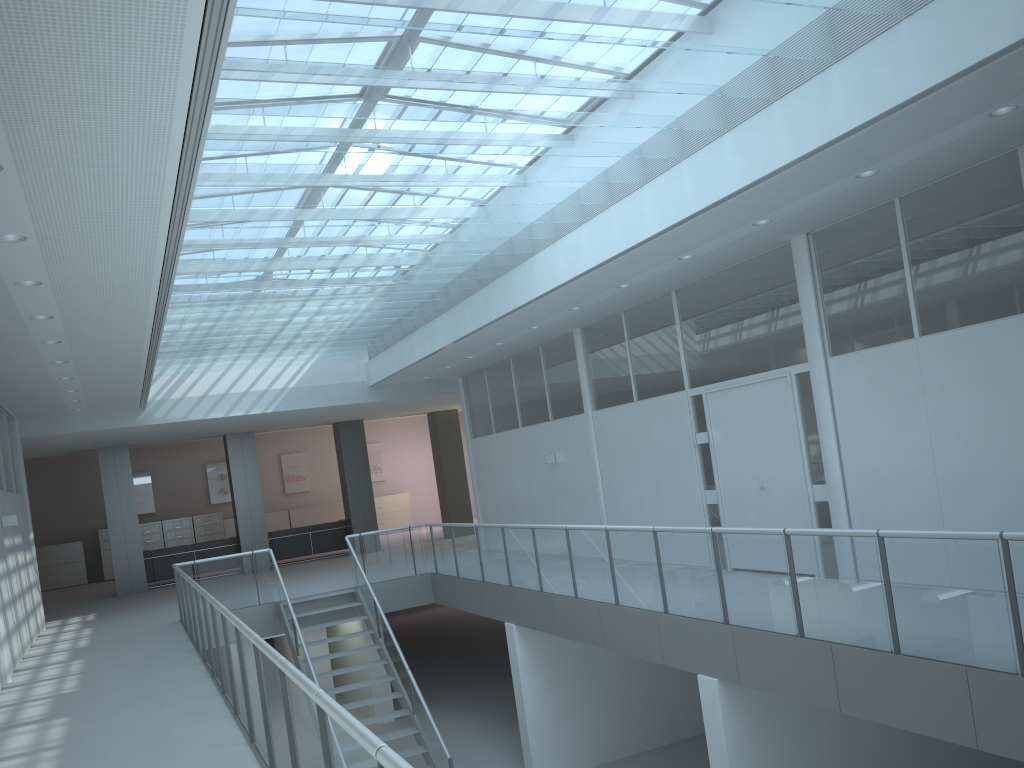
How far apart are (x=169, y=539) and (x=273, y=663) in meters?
19.2 m

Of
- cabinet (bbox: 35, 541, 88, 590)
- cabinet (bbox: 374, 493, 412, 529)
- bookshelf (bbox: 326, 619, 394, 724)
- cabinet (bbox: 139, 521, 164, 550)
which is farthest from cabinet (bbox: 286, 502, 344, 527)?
bookshelf (bbox: 326, 619, 394, 724)

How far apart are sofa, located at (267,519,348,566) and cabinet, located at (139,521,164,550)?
5.0m

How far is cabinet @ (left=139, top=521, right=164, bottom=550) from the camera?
21.4m

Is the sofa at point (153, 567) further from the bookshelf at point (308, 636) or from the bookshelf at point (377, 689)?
the bookshelf at point (377, 689)

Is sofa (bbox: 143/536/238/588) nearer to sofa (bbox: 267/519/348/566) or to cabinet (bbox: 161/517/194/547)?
sofa (bbox: 267/519/348/566)

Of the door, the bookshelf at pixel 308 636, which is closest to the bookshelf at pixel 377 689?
the bookshelf at pixel 308 636

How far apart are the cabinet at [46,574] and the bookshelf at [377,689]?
8.4m

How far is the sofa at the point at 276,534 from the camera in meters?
18.1 m

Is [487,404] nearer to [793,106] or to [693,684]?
[693,684]
